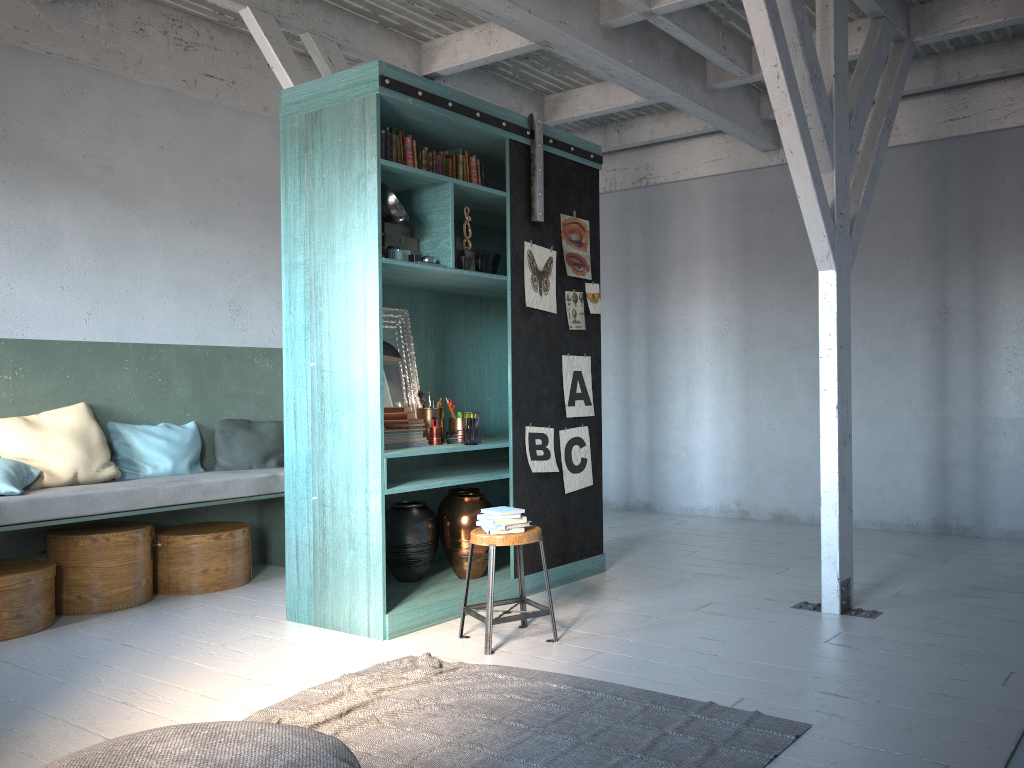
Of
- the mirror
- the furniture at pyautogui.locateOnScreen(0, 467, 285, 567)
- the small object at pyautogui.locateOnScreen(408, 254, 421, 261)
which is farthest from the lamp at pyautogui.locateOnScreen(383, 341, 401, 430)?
the furniture at pyautogui.locateOnScreen(0, 467, 285, 567)

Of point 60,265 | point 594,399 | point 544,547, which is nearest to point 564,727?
point 544,547

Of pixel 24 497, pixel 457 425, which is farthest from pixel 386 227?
pixel 24 497

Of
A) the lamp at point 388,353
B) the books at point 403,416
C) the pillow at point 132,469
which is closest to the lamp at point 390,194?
the lamp at point 388,353

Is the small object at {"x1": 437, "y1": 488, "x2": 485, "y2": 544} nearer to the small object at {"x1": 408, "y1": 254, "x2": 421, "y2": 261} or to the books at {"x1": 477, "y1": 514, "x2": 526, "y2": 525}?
the books at {"x1": 477, "y1": 514, "x2": 526, "y2": 525}

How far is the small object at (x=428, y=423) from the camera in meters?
6.1 m

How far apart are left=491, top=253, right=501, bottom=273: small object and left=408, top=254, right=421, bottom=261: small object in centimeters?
78cm

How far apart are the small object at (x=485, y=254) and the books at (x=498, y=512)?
1.8 meters

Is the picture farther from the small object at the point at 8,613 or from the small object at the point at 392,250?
the small object at the point at 8,613

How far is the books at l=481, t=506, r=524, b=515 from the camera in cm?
501
